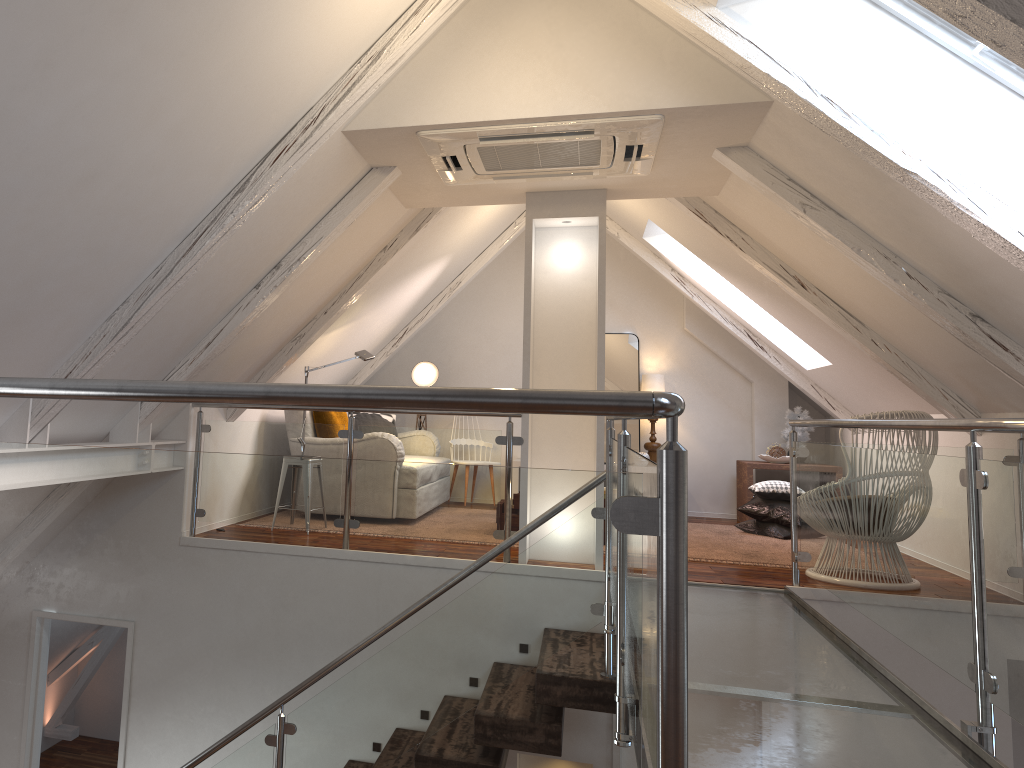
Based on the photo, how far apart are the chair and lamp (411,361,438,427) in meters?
3.7 m

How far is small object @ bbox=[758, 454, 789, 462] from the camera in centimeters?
662cm

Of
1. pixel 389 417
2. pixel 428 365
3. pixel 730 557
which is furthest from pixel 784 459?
pixel 389 417

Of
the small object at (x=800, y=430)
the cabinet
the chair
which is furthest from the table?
the chair

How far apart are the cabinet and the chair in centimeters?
314cm

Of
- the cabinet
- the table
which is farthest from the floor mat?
the cabinet

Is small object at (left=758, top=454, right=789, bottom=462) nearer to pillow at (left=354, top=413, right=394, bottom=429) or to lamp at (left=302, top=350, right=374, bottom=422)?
pillow at (left=354, top=413, right=394, bottom=429)

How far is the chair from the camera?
4.24m

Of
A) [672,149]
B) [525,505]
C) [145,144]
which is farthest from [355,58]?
[525,505]

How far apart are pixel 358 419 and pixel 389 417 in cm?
40
